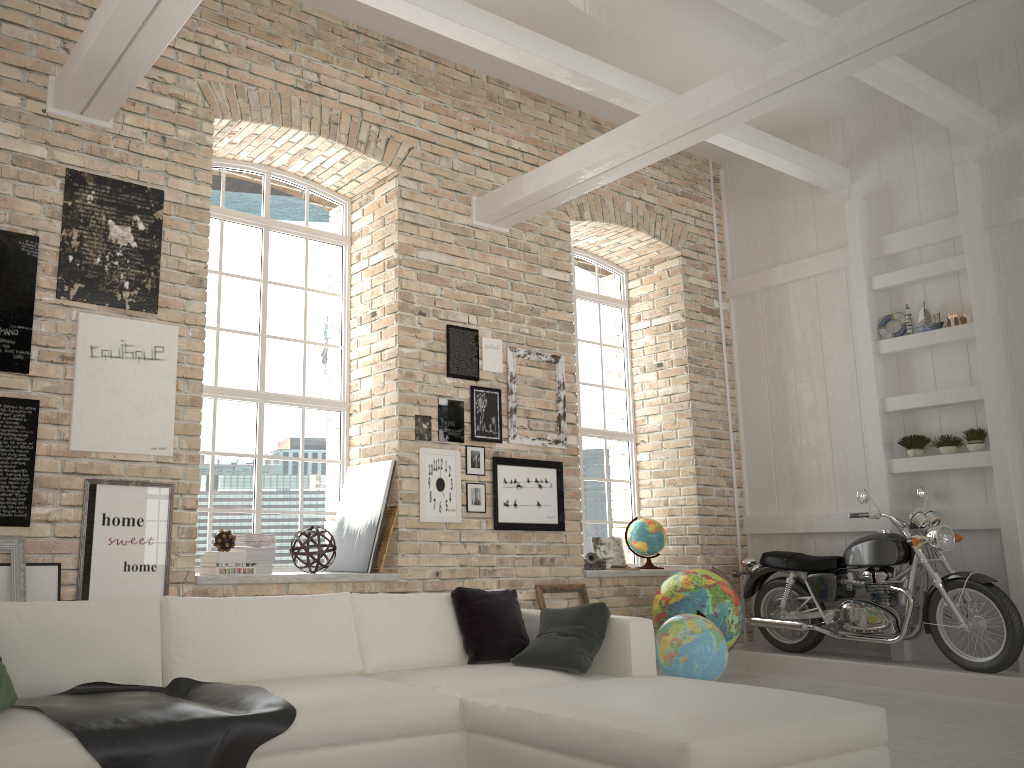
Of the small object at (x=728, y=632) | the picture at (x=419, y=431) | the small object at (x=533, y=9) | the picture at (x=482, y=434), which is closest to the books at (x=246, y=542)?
the picture at (x=419, y=431)

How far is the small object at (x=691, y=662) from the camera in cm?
524

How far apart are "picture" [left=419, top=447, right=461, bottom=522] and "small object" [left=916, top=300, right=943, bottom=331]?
3.9m

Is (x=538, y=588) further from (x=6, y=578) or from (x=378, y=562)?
(x=6, y=578)

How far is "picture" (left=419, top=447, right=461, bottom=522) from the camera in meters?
6.1

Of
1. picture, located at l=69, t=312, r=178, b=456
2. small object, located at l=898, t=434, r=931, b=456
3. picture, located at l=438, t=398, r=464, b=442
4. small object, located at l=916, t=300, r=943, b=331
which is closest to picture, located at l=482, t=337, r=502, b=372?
picture, located at l=438, t=398, r=464, b=442

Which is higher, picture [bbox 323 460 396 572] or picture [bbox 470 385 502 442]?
picture [bbox 470 385 502 442]

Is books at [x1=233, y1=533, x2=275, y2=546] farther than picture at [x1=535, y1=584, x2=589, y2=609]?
No

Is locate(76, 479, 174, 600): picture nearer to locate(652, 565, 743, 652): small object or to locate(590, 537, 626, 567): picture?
locate(652, 565, 743, 652): small object

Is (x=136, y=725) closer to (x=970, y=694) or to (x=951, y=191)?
(x=970, y=694)
